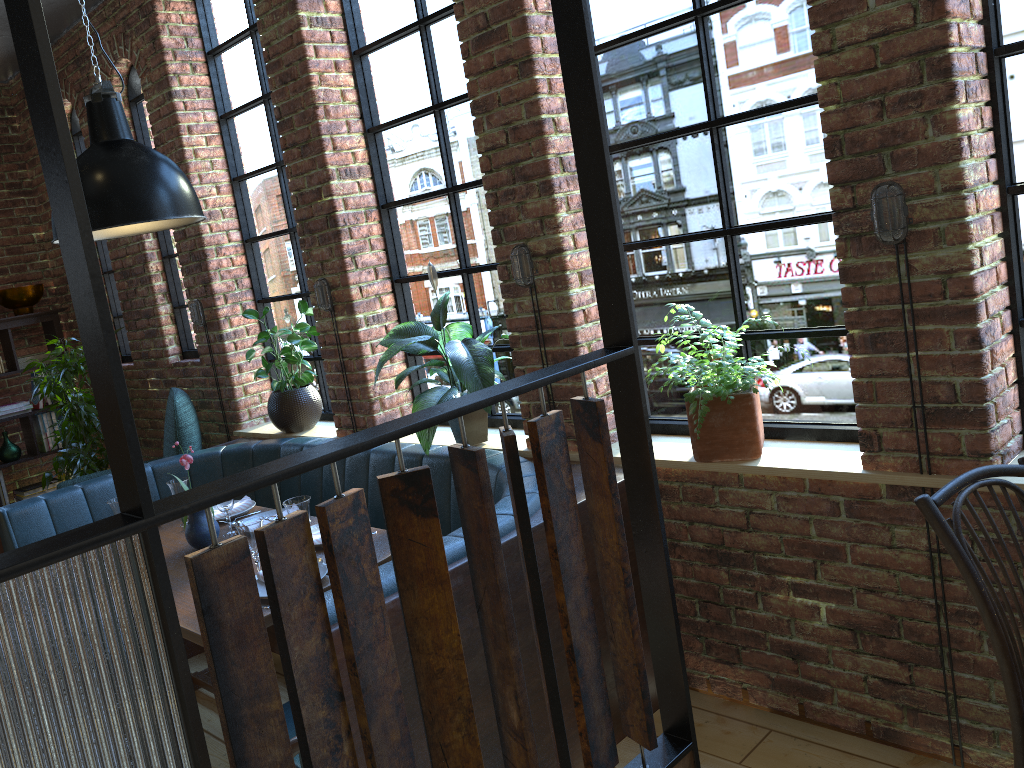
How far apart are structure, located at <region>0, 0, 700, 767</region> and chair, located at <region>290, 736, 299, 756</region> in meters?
0.4

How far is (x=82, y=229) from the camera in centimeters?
70cm

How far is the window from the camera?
2.7m

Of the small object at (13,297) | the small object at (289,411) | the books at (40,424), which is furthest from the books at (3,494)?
the small object at (289,411)

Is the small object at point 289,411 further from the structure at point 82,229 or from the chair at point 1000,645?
the structure at point 82,229

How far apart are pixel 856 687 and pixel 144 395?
4.5m

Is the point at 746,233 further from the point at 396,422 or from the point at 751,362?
the point at 396,422

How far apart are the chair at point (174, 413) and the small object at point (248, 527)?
1.9 meters

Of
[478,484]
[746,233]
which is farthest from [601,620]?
[478,484]

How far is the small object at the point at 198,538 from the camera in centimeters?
319cm
